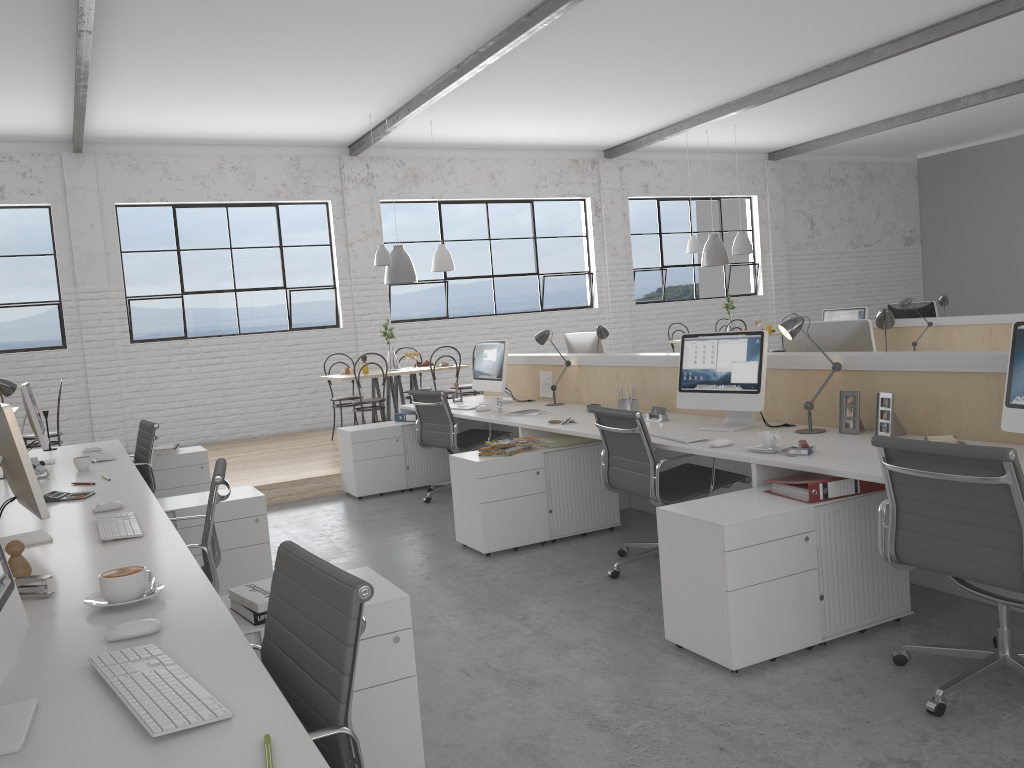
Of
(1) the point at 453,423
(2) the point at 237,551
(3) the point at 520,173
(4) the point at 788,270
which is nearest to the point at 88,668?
(2) the point at 237,551

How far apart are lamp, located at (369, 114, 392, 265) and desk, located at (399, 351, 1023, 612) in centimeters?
160cm

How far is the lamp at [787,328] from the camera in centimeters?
306cm

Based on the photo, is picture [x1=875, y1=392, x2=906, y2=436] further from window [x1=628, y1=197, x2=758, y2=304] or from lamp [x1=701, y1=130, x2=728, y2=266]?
window [x1=628, y1=197, x2=758, y2=304]

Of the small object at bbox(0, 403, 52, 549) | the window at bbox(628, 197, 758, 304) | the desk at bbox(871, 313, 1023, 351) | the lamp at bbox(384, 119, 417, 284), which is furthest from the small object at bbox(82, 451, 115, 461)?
the window at bbox(628, 197, 758, 304)

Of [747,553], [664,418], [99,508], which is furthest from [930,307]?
[99,508]

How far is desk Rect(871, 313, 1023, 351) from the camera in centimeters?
560cm

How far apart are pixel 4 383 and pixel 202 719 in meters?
3.1

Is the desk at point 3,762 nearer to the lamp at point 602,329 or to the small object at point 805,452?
the small object at point 805,452

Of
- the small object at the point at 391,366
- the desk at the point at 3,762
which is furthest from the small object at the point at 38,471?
the small object at the point at 391,366
